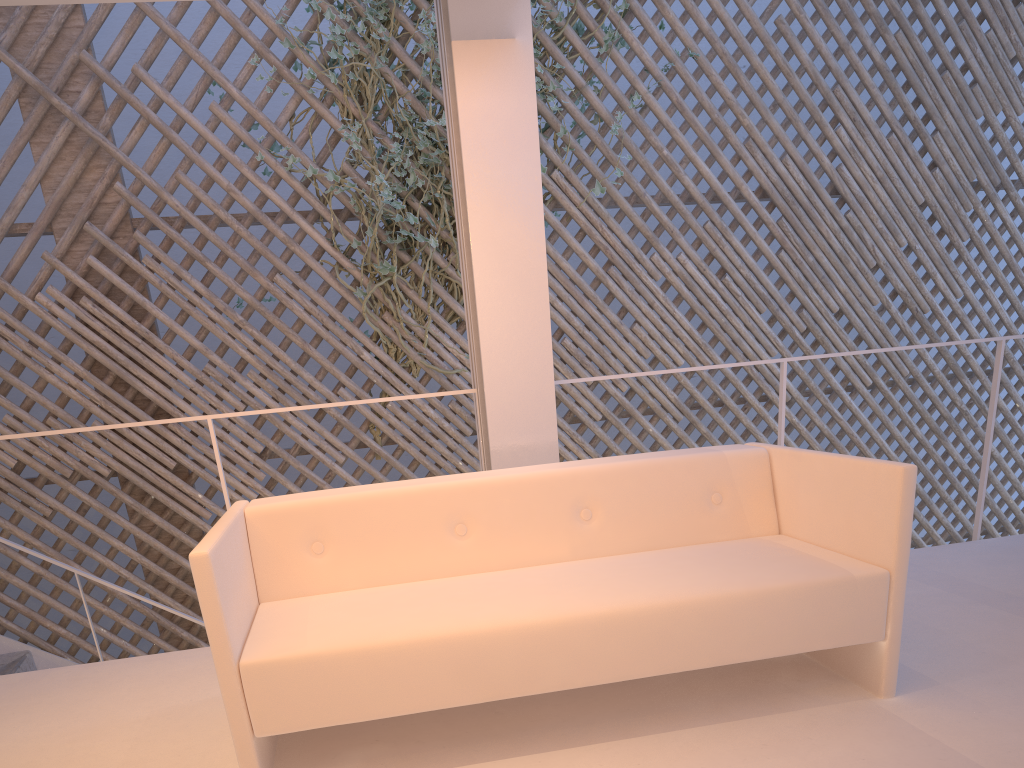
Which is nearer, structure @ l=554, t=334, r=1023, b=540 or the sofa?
the sofa

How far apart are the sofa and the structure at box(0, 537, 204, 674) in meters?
1.4 m

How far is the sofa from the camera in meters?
1.0

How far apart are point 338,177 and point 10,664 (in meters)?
1.96

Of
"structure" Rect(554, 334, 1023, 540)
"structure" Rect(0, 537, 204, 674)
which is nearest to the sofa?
"structure" Rect(554, 334, 1023, 540)

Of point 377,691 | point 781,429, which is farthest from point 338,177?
point 377,691

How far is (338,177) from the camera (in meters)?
3.19

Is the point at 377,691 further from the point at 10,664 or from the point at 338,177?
the point at 338,177

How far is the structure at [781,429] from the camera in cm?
205

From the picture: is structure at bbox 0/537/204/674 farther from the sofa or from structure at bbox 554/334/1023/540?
structure at bbox 554/334/1023/540
